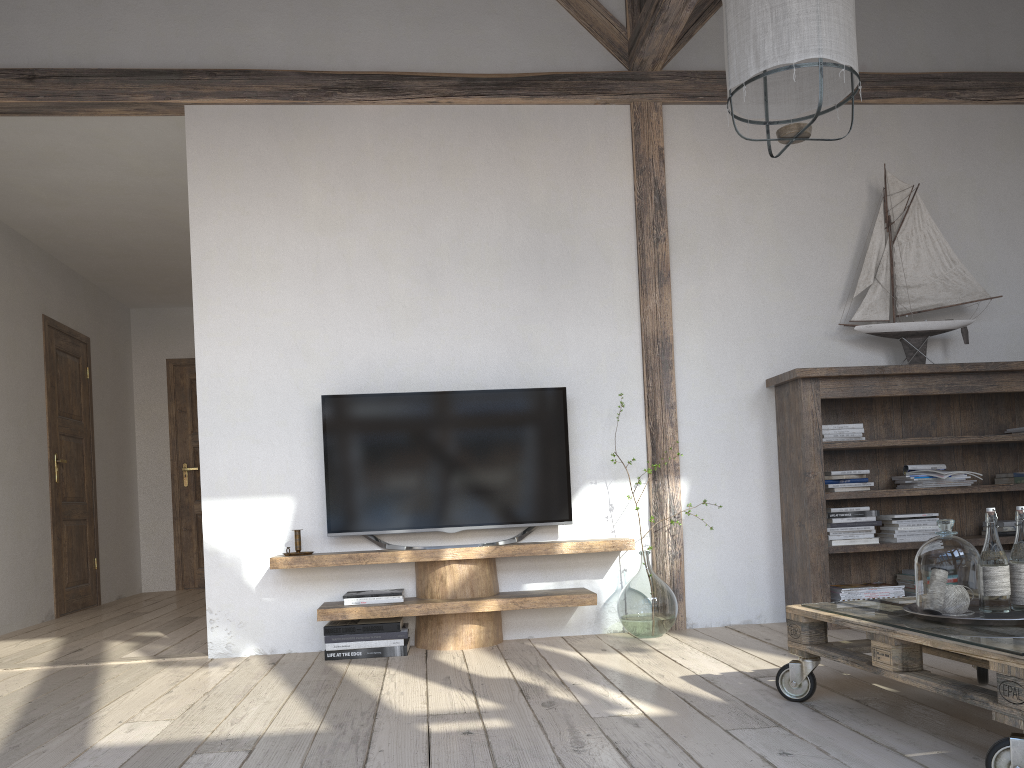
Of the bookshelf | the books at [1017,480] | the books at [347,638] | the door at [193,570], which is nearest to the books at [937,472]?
the bookshelf

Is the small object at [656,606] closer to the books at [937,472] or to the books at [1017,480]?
the books at [937,472]

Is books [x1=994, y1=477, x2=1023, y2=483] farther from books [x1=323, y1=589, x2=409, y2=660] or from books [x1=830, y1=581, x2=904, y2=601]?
books [x1=323, y1=589, x2=409, y2=660]

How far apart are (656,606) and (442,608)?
0.92m

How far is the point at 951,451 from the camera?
4.3m

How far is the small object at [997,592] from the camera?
2.2 meters

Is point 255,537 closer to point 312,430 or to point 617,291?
point 312,430

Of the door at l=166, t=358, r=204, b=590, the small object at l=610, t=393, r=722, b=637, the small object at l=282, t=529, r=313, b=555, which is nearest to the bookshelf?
Answer: the small object at l=610, t=393, r=722, b=637

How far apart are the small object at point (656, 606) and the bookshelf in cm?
61

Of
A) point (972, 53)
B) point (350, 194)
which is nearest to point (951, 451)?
point (972, 53)
